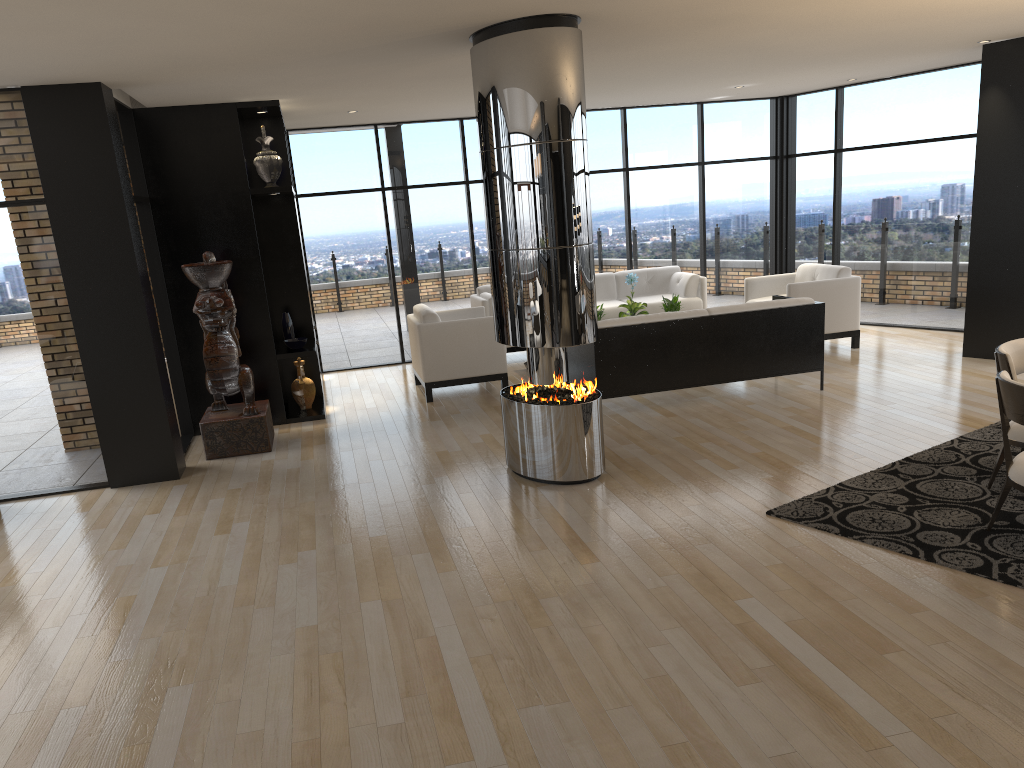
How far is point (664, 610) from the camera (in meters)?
3.80

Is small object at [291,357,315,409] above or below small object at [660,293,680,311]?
below

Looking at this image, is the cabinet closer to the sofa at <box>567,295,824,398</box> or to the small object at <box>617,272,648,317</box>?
the sofa at <box>567,295,824,398</box>

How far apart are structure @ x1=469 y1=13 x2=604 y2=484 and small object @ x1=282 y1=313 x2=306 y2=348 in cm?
279

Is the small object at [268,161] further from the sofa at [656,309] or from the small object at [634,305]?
the small object at [634,305]

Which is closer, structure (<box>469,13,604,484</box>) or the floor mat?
the floor mat

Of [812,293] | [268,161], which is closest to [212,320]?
[268,161]

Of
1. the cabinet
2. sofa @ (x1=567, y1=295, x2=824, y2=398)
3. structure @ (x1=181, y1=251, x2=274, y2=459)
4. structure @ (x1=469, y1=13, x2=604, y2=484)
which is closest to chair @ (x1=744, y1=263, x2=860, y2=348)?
sofa @ (x1=567, y1=295, x2=824, y2=398)

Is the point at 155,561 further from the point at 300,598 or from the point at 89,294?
the point at 89,294

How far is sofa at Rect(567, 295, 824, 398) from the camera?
7.2m
